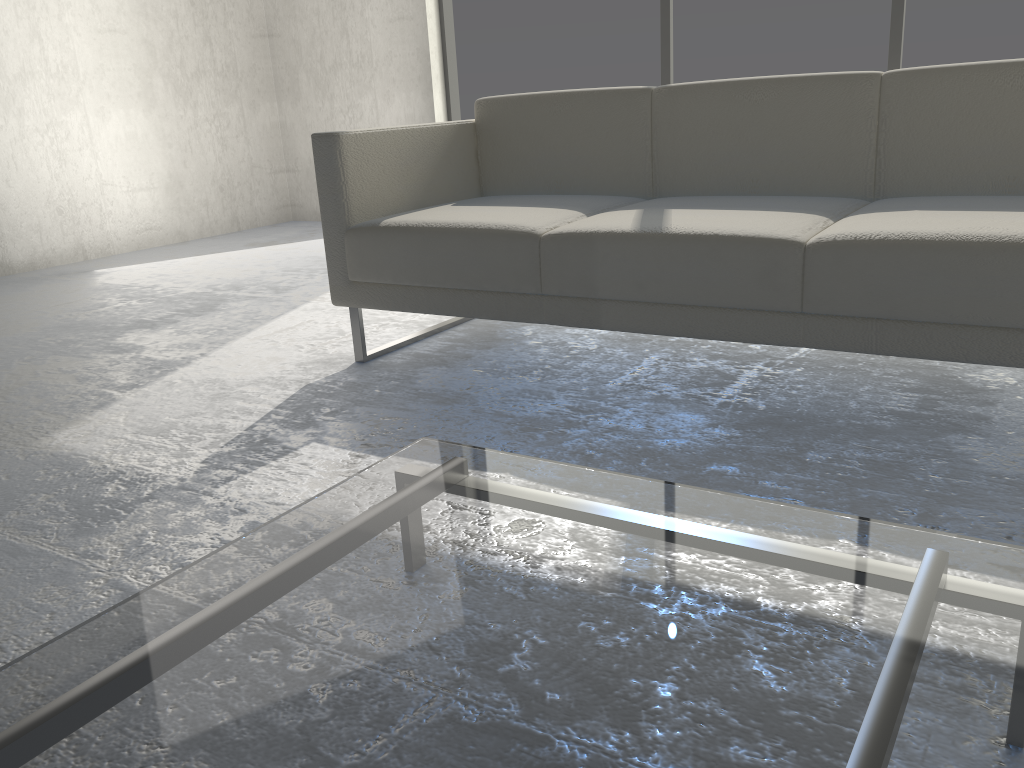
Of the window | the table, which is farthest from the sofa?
the window

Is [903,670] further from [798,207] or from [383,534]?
[798,207]

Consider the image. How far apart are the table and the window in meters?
3.3 m

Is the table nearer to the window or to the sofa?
the sofa

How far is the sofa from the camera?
1.6m

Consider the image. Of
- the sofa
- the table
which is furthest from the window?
the table

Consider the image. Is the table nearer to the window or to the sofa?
the sofa

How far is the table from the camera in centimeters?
65cm

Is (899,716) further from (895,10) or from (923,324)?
(895,10)

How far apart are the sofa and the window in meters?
1.9
